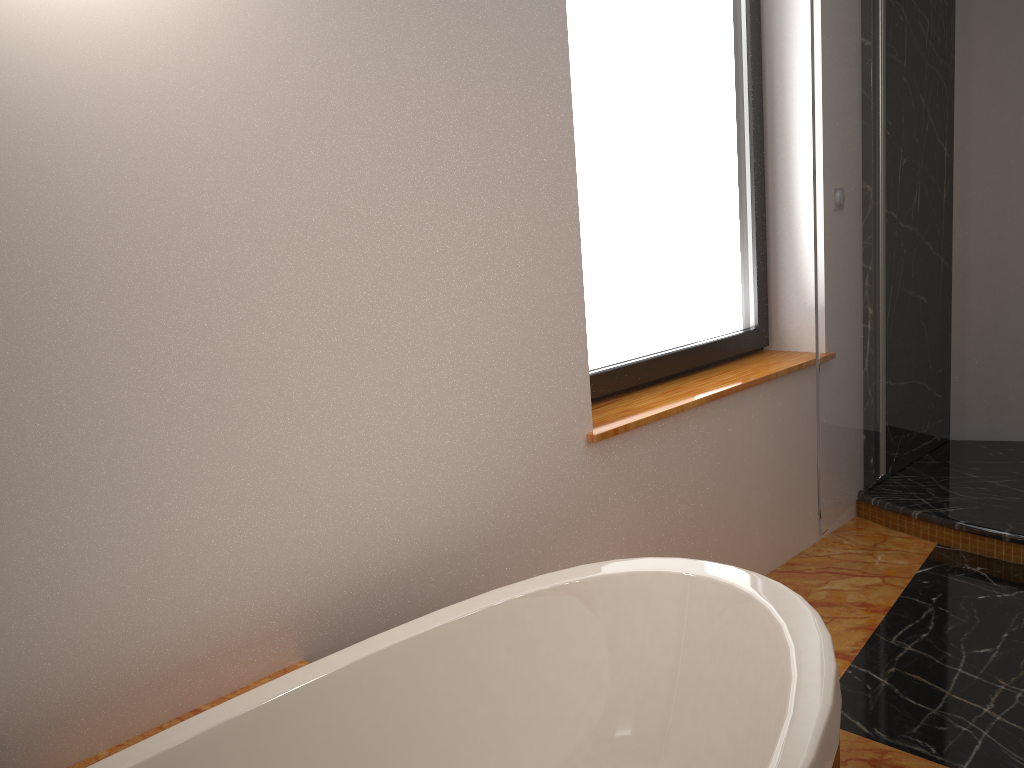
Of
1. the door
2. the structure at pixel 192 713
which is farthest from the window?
the structure at pixel 192 713

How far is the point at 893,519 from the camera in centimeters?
309cm

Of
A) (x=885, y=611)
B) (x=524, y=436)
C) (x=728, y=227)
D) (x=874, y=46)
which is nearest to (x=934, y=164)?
(x=874, y=46)

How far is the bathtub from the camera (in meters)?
1.31

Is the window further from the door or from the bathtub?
the bathtub

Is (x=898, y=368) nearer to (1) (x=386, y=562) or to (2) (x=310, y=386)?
(1) (x=386, y=562)

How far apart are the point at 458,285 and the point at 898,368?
2.2m

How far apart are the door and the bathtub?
1.06m

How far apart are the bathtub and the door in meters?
1.1 m

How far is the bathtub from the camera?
1.3 meters
